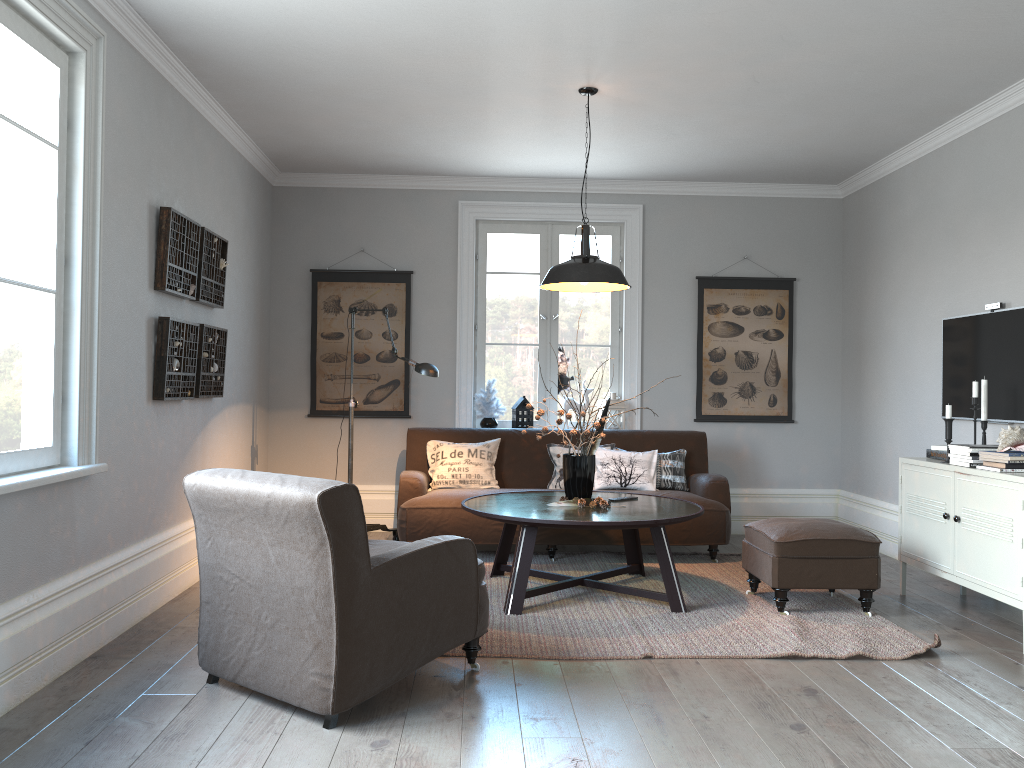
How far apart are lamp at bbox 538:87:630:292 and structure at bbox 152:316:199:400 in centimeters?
189cm

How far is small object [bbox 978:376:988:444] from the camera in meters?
4.6 m

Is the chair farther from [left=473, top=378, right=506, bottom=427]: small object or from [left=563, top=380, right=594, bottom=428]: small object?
[left=563, top=380, right=594, bottom=428]: small object

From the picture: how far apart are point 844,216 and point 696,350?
1.6m

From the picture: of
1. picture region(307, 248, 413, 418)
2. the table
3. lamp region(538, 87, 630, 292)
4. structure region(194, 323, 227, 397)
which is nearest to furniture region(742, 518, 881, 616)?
the table

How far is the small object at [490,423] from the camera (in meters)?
6.71

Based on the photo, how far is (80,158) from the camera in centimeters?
354cm

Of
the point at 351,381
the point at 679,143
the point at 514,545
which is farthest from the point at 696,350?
the point at 351,381

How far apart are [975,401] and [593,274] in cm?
205

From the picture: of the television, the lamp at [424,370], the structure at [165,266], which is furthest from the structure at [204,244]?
the television
